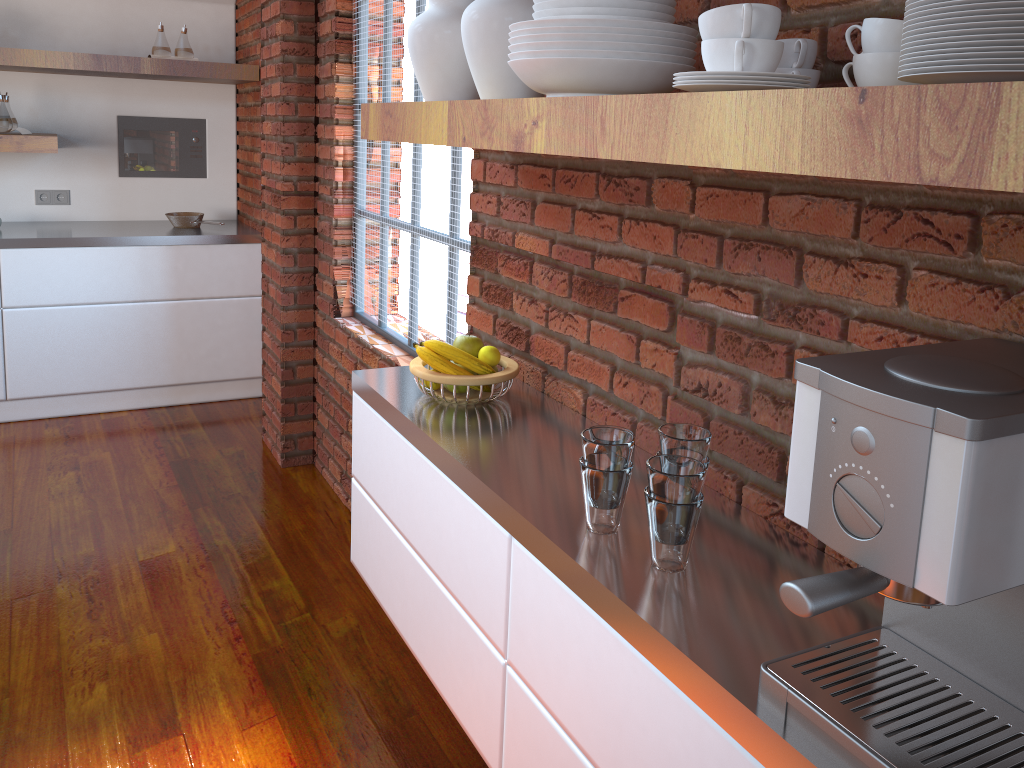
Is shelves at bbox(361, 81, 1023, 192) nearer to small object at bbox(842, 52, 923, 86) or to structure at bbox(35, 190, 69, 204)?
small object at bbox(842, 52, 923, 86)

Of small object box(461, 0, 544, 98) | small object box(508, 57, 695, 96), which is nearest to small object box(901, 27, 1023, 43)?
small object box(508, 57, 695, 96)

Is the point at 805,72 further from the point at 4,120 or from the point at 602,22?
the point at 4,120

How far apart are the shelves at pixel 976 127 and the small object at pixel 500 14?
0.1 meters

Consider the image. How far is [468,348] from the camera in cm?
187

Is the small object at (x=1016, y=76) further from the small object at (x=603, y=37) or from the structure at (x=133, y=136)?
the structure at (x=133, y=136)

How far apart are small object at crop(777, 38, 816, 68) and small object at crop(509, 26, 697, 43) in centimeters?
16cm

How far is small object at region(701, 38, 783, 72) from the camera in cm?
93

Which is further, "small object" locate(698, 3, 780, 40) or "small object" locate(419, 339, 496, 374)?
"small object" locate(419, 339, 496, 374)

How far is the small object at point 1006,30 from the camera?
A: 0.66m
